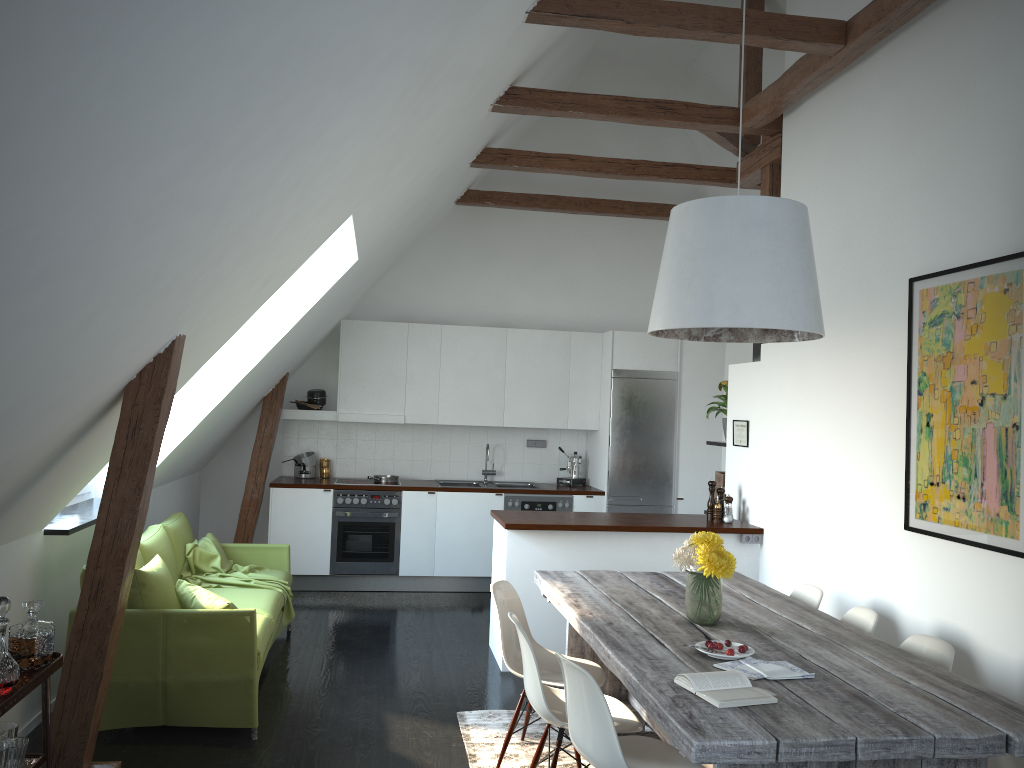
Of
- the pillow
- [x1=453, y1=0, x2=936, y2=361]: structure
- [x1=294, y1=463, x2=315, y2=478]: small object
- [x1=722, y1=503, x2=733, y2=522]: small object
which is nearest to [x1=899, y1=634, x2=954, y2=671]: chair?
[x1=722, y1=503, x2=733, y2=522]: small object

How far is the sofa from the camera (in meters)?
4.17

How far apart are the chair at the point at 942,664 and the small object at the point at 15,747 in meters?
3.2

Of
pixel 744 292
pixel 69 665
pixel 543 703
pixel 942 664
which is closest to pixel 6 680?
pixel 69 665

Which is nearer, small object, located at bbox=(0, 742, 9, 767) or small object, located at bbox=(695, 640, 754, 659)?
small object, located at bbox=(0, 742, 9, 767)

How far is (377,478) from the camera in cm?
795

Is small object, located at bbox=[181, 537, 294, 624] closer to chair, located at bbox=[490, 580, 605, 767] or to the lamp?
chair, located at bbox=[490, 580, 605, 767]

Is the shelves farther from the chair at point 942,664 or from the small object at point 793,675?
the chair at point 942,664

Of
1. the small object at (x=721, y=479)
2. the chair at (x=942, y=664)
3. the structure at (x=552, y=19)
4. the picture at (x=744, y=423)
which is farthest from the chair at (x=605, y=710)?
the small object at (x=721, y=479)

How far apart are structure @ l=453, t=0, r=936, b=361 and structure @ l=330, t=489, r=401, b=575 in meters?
2.7 m
